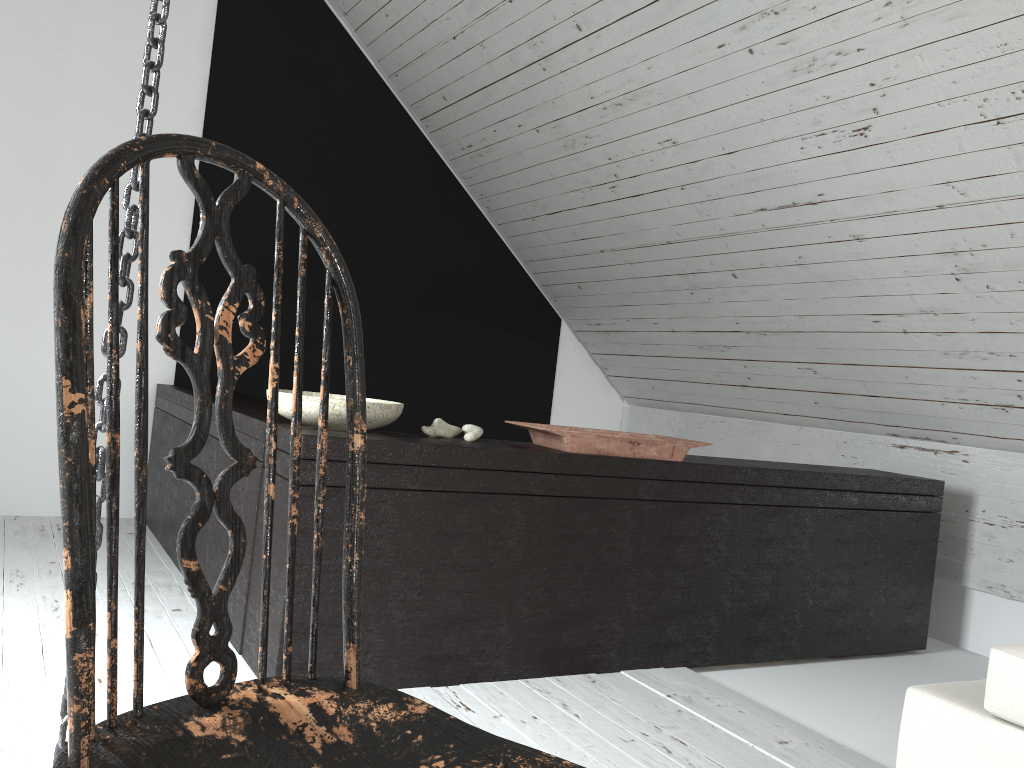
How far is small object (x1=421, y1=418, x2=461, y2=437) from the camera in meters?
2.3 m

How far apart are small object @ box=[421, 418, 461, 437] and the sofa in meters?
1.2 m

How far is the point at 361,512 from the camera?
0.8m

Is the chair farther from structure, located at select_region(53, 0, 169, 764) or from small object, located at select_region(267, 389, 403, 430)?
small object, located at select_region(267, 389, 403, 430)

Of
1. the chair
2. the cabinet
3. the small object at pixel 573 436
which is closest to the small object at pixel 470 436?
the cabinet

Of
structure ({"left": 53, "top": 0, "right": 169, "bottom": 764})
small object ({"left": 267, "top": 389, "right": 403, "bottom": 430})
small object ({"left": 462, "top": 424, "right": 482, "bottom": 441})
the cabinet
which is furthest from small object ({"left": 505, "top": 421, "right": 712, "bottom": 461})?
structure ({"left": 53, "top": 0, "right": 169, "bottom": 764})

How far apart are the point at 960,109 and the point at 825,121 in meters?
0.4

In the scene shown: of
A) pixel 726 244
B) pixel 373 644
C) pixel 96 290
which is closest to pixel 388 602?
pixel 373 644

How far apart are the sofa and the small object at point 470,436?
1.1m

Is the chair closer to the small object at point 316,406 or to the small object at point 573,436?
the small object at point 316,406
